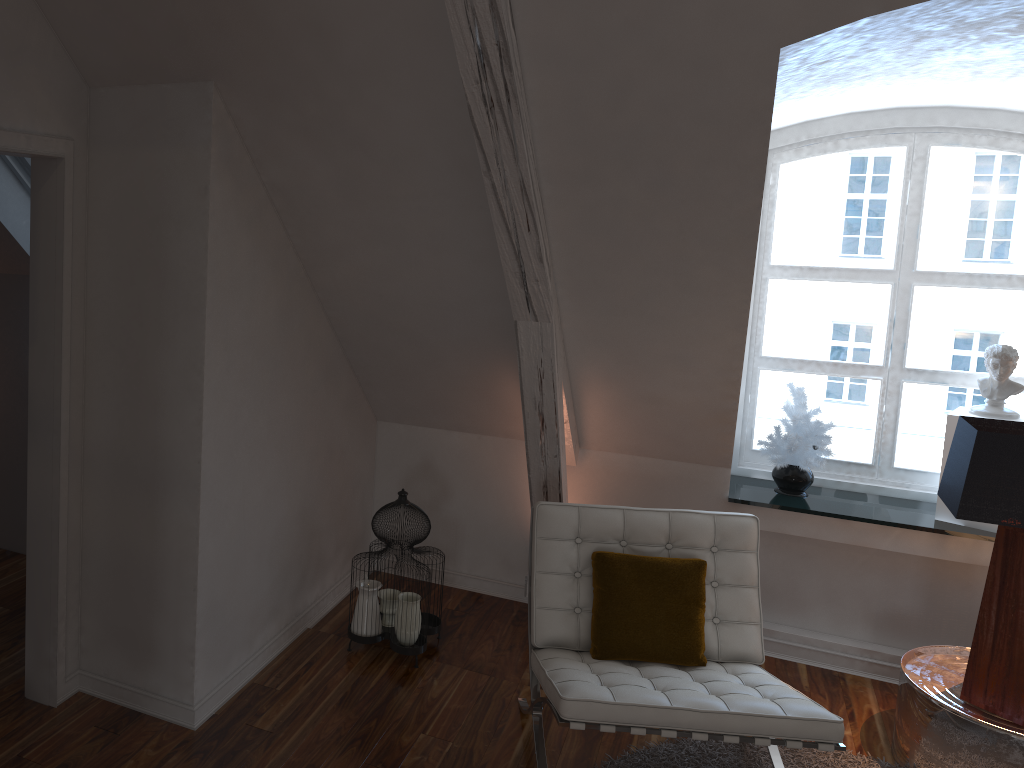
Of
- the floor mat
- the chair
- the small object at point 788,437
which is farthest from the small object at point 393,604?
the small object at point 788,437

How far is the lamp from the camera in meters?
2.4 m

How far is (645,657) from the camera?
2.6m

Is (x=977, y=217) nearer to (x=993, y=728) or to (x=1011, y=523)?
(x=1011, y=523)

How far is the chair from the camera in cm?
222

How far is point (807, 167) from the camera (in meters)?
3.48

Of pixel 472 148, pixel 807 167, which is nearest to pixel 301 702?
pixel 472 148

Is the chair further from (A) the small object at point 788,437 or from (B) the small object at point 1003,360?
(B) the small object at point 1003,360

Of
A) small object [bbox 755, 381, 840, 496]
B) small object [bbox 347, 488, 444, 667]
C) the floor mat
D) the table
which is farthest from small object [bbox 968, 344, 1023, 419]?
small object [bbox 347, 488, 444, 667]

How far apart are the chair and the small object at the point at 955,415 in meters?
0.9 m
